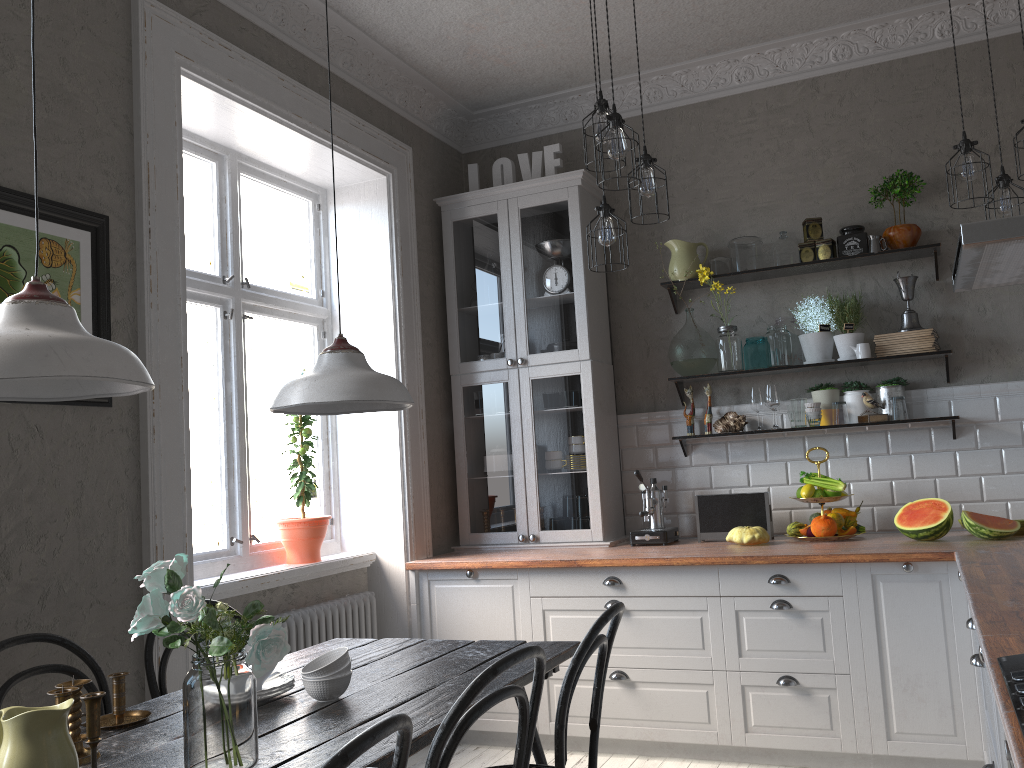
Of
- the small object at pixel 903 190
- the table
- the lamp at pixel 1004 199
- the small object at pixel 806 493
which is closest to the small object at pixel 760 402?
the small object at pixel 806 493

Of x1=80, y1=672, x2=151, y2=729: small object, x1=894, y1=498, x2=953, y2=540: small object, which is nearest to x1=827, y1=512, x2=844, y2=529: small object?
x1=894, y1=498, x2=953, y2=540: small object

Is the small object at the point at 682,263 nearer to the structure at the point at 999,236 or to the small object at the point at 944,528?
the small object at the point at 944,528

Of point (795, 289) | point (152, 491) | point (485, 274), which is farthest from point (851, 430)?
point (152, 491)

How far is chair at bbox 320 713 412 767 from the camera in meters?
1.2

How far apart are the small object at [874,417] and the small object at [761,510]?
0.6 meters

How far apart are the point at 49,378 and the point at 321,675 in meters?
1.1 m

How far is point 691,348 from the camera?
4.37m

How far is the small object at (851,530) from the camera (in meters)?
3.87

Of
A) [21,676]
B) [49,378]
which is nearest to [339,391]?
[49,378]
